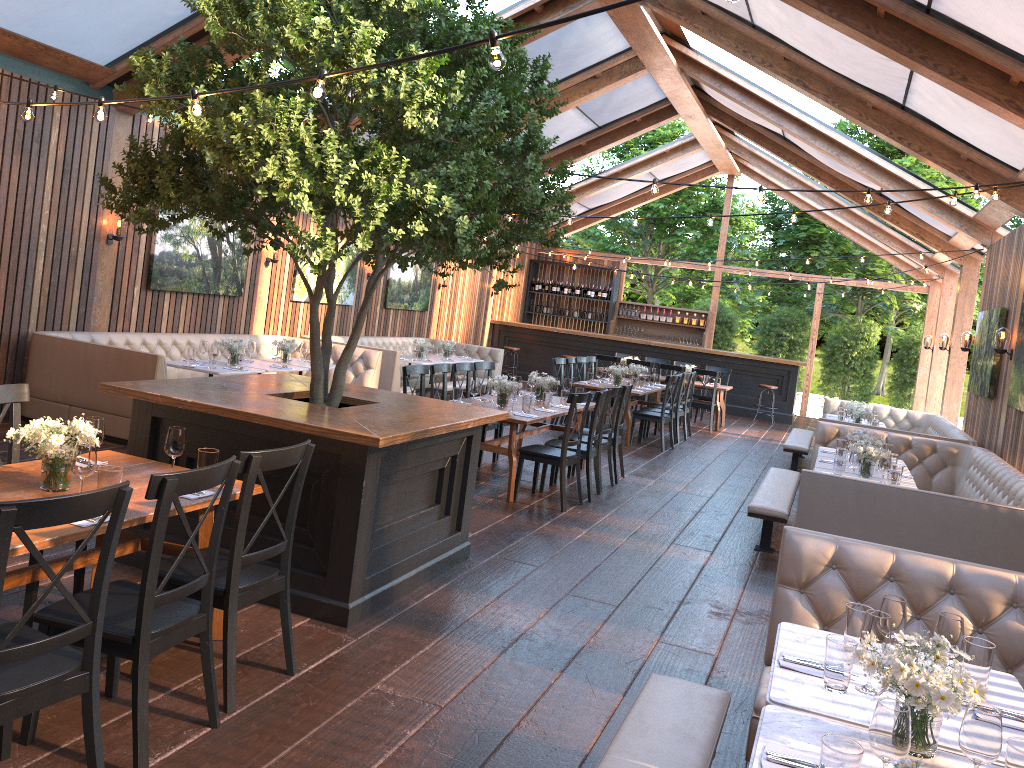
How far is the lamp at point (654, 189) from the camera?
6.3m

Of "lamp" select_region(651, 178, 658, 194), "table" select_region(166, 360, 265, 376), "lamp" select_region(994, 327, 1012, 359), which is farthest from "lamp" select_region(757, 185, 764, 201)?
"table" select_region(166, 360, 265, 376)

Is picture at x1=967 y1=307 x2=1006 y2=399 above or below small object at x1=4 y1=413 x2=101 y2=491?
above

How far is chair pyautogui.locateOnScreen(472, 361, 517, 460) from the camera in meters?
9.9

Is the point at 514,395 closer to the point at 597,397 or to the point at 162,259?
the point at 597,397

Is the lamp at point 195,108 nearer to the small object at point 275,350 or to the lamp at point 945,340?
the small object at point 275,350

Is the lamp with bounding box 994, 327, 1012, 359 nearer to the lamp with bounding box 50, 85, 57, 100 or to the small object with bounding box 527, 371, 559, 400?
the small object with bounding box 527, 371, 559, 400

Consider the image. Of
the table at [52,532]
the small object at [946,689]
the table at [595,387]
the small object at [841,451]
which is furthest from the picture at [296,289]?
the small object at [946,689]

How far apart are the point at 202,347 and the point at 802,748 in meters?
8.0

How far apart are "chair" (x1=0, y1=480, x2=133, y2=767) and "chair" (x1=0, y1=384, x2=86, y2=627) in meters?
1.1
